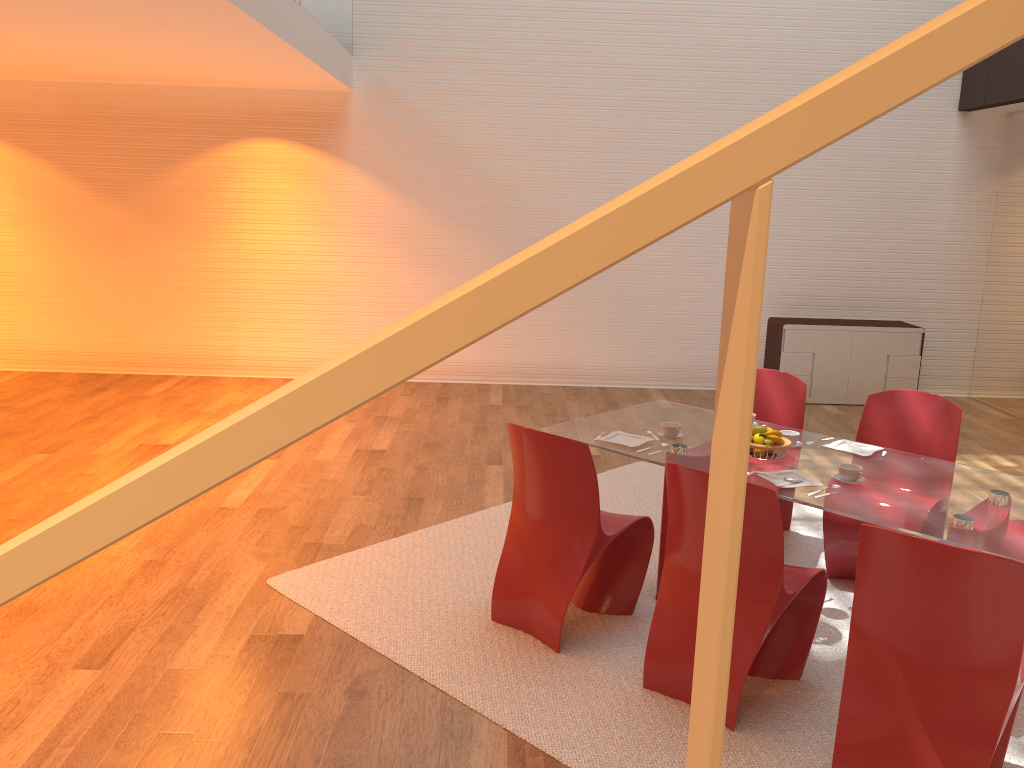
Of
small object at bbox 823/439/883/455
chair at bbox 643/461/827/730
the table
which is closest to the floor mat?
chair at bbox 643/461/827/730

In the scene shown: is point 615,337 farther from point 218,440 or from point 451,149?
point 218,440

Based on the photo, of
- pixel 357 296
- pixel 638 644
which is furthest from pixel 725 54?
pixel 638 644

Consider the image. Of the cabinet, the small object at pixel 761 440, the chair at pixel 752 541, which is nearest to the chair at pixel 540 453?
the chair at pixel 752 541

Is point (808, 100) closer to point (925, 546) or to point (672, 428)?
point (925, 546)

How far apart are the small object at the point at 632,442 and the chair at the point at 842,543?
1.0m

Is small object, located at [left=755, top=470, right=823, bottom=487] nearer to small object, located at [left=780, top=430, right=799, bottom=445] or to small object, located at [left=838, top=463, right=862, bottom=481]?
small object, located at [left=838, top=463, right=862, bottom=481]

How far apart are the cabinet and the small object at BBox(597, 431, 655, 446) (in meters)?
3.34

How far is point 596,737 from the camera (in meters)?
3.01

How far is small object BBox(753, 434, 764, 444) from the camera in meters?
3.8 m
